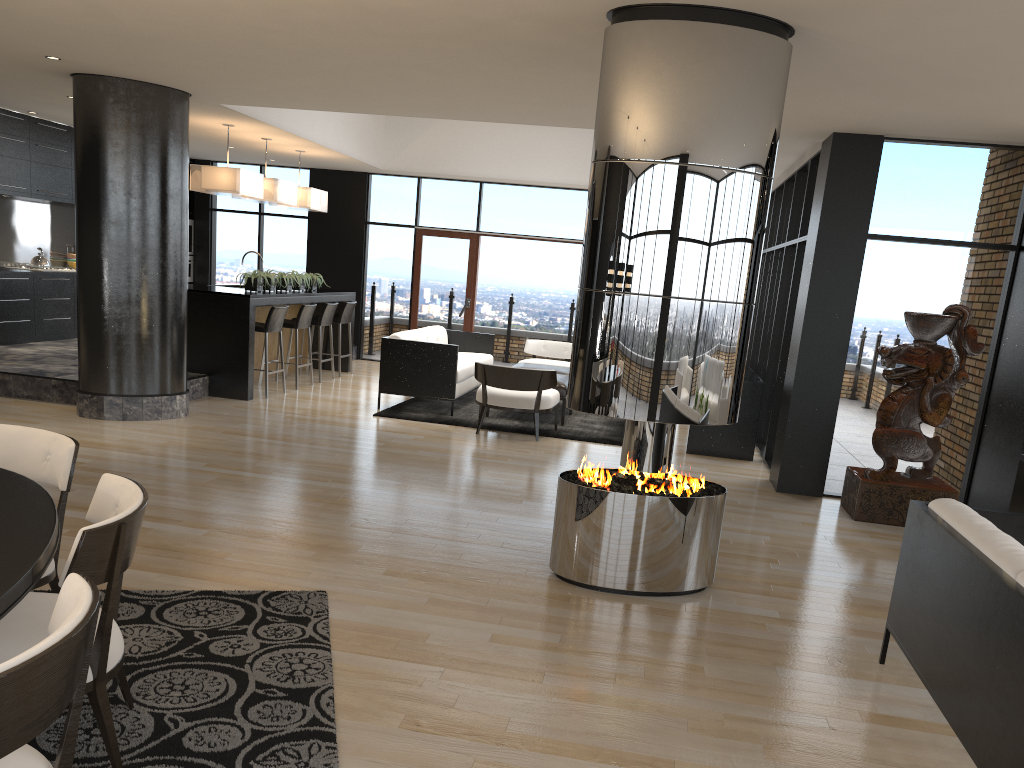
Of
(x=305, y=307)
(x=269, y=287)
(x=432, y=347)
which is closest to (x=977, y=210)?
(x=432, y=347)

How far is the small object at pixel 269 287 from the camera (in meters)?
9.98

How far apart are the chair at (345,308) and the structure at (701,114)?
7.3m

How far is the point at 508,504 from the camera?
5.92m

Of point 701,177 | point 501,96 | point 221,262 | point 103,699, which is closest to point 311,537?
point 103,699

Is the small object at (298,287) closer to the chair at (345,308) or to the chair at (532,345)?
the chair at (345,308)

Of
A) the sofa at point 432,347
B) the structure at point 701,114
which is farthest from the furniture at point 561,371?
the structure at point 701,114

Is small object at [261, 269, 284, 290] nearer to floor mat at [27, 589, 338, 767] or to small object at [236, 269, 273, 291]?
small object at [236, 269, 273, 291]

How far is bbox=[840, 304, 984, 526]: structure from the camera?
6.2m

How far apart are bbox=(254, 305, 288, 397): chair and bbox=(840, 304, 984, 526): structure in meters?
5.8 m
